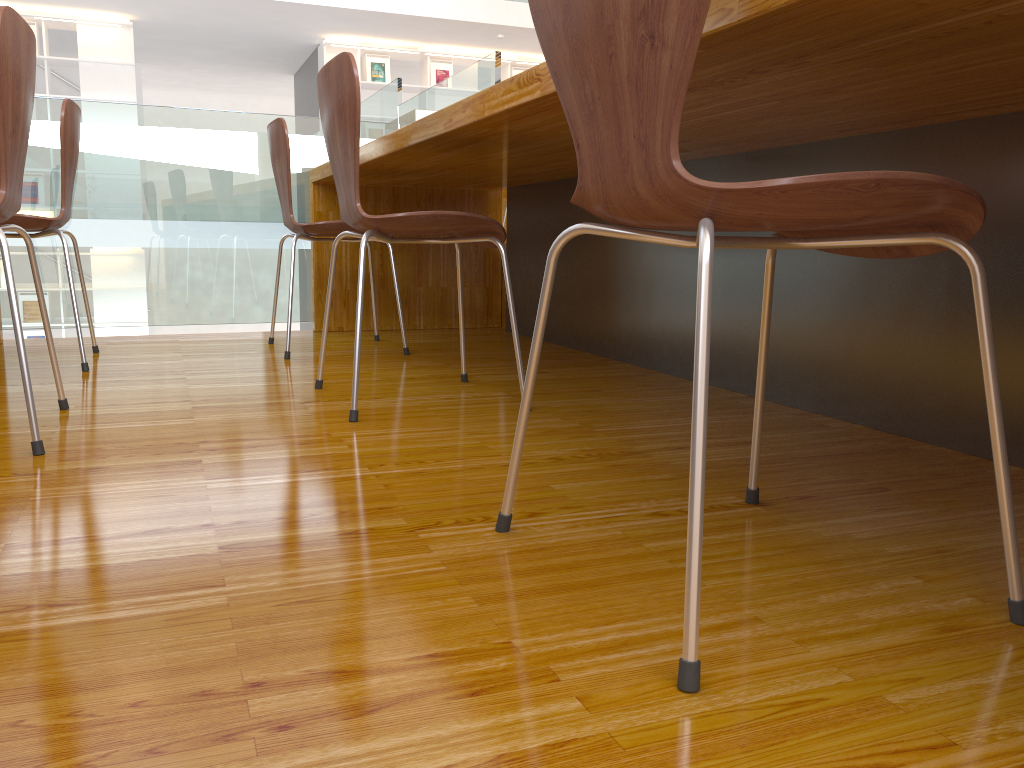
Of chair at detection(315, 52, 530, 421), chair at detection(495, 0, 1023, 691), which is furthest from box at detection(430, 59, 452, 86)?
chair at detection(495, 0, 1023, 691)

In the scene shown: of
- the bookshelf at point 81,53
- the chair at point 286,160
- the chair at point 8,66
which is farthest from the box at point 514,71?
the chair at point 8,66

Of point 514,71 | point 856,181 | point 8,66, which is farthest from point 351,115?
point 514,71

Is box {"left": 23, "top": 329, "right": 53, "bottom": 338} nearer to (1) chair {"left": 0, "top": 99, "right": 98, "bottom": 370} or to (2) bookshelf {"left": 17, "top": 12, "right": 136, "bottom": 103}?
(2) bookshelf {"left": 17, "top": 12, "right": 136, "bottom": 103}

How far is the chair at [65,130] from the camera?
2.23m

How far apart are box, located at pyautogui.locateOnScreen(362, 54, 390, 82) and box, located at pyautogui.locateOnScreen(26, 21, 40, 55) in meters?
3.0

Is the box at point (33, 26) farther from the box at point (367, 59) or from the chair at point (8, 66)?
the chair at point (8, 66)

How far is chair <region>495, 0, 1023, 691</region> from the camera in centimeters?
70cm

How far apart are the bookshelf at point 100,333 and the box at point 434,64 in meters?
4.0

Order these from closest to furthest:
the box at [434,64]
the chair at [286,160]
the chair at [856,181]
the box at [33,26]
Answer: the chair at [856,181] < the chair at [286,160] < the box at [33,26] < the box at [434,64]
